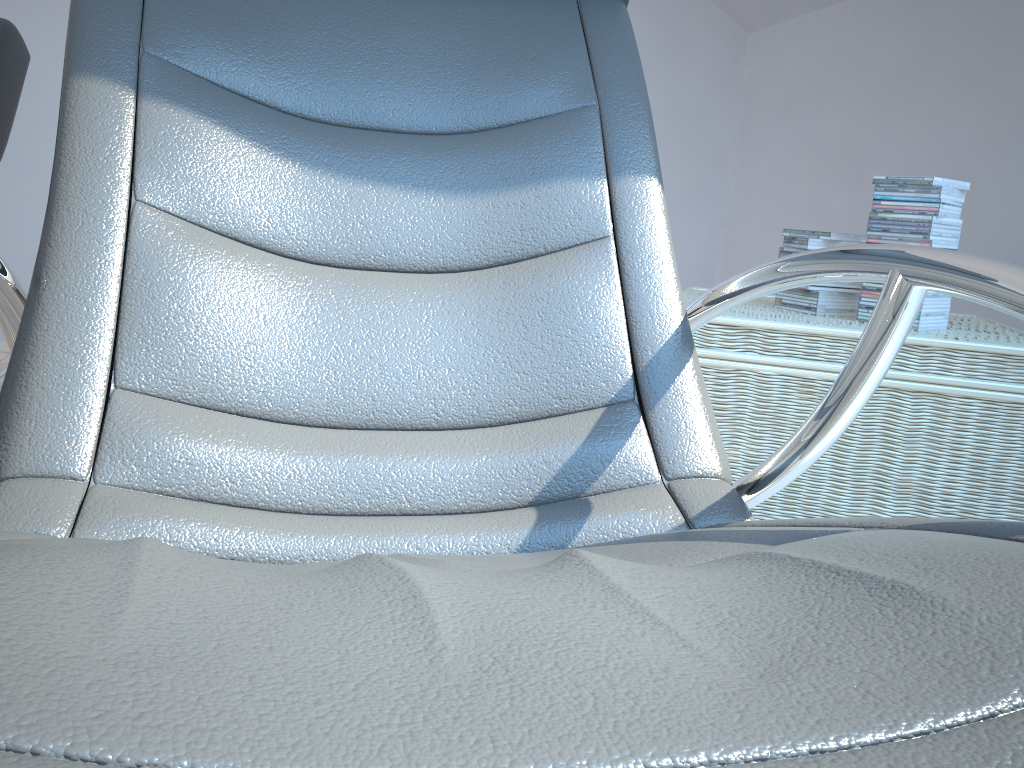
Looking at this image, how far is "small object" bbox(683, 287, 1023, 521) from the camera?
1.6 meters

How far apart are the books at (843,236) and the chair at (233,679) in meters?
0.8

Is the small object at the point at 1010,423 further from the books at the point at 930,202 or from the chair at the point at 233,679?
the chair at the point at 233,679

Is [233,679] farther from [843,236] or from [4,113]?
[843,236]

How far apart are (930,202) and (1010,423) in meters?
0.4 m

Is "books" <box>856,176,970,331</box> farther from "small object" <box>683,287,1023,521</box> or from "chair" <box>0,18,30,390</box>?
"chair" <box>0,18,30,390</box>

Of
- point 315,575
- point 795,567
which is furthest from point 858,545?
point 315,575

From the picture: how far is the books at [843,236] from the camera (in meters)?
1.89

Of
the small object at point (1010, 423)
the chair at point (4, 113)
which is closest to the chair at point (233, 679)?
the small object at point (1010, 423)

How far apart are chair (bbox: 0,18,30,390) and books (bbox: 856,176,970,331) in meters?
1.7 m
